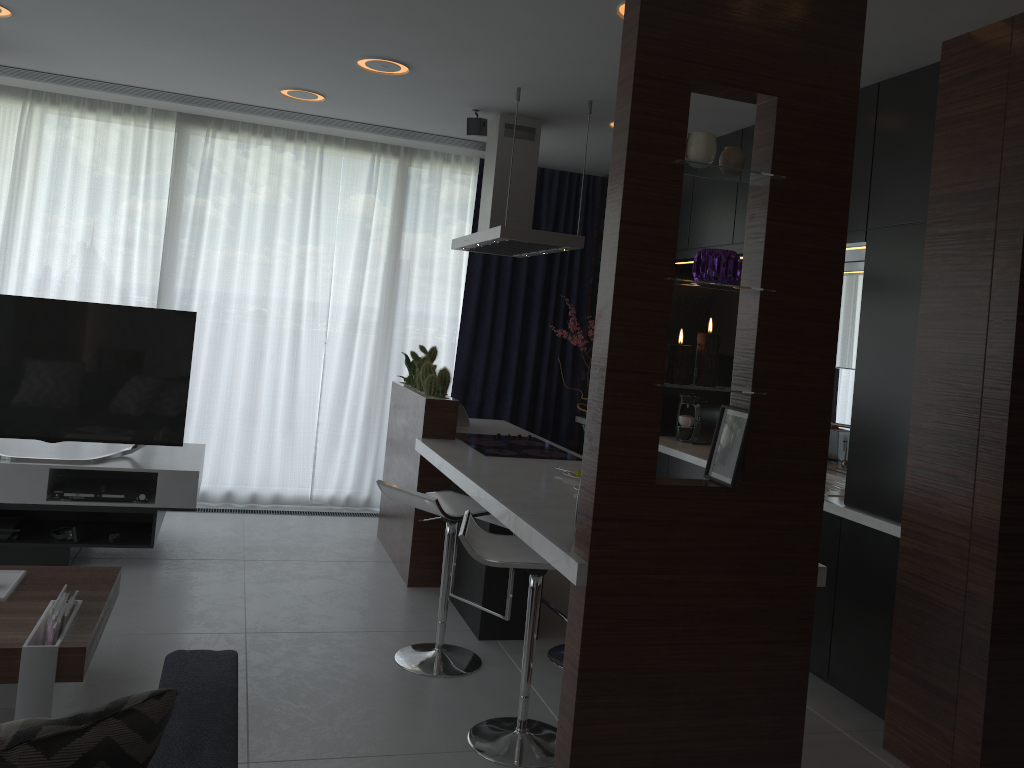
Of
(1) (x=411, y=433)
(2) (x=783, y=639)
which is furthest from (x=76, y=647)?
(1) (x=411, y=433)

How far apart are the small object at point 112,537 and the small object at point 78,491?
0.20m

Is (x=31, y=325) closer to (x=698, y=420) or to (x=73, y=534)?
(x=73, y=534)

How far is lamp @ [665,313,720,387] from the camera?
2.47m

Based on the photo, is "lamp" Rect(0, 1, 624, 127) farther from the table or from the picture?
the table

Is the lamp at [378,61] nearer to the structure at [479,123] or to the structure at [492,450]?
the structure at [479,123]

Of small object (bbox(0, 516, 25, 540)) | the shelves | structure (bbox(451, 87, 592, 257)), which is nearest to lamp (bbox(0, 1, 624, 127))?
structure (bbox(451, 87, 592, 257))

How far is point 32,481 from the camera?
4.2 meters

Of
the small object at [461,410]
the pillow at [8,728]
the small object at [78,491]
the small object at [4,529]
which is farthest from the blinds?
the pillow at [8,728]

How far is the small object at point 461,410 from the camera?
5.18m
